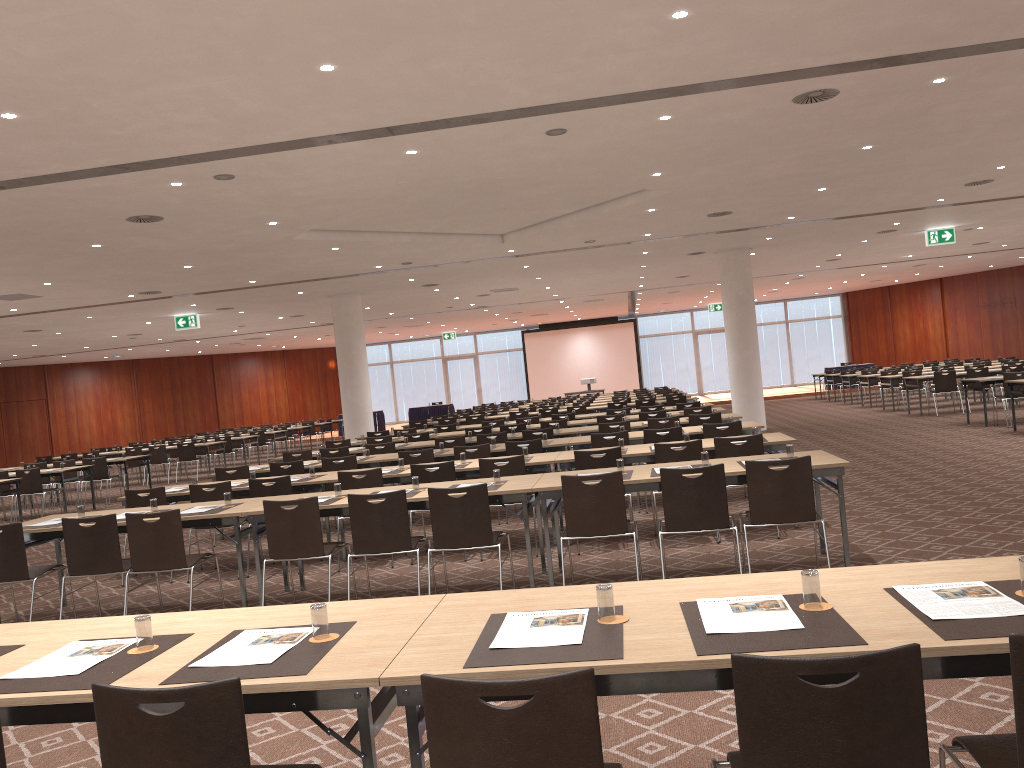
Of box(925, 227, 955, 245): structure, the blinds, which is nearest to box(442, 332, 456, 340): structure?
the blinds

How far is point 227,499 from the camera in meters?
7.3

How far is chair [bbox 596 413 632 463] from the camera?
14.1 meters

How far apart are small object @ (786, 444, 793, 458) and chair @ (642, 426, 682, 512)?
3.3 meters

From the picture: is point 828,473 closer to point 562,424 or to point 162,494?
point 162,494

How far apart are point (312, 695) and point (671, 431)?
7.81m

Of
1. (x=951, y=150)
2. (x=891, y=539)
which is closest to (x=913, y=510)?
(x=891, y=539)

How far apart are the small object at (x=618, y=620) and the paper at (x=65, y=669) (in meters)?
1.75

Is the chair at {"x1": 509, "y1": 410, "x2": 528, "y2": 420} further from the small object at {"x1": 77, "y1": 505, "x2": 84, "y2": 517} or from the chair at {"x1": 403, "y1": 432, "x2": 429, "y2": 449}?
the small object at {"x1": 77, "y1": 505, "x2": 84, "y2": 517}

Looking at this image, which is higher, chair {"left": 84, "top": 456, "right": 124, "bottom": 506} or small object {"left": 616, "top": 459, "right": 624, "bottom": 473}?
small object {"left": 616, "top": 459, "right": 624, "bottom": 473}
